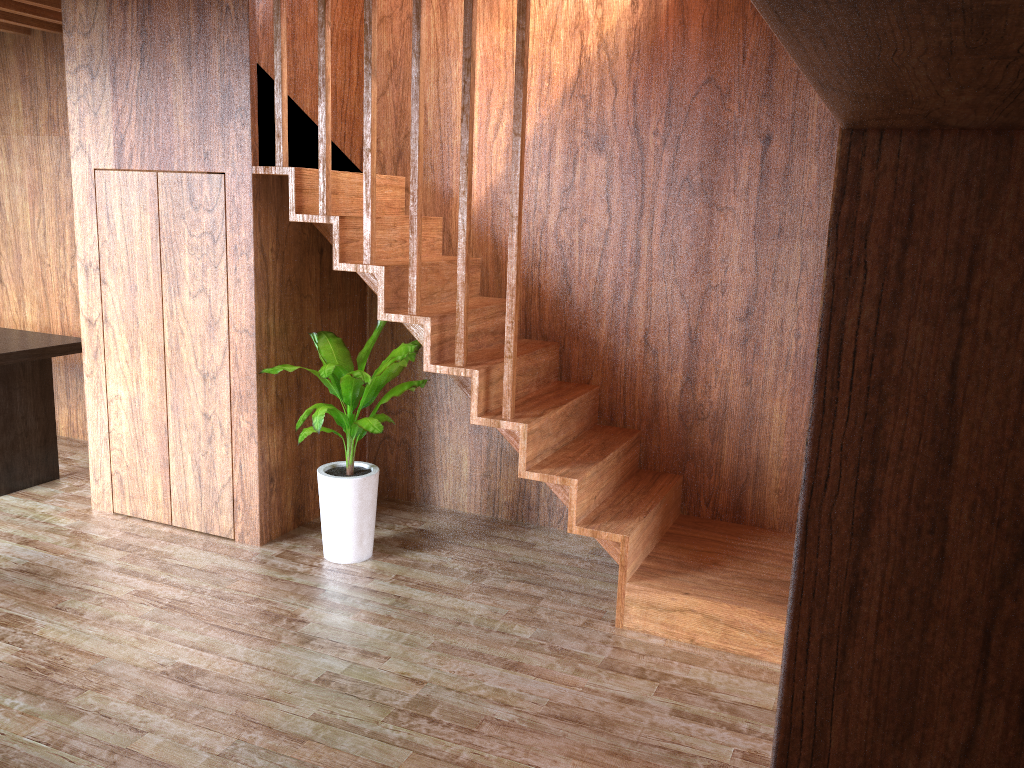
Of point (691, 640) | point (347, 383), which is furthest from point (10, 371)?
point (691, 640)

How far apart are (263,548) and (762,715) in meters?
2.2

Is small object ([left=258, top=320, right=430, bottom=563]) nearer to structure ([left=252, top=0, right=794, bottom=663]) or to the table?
structure ([left=252, top=0, right=794, bottom=663])

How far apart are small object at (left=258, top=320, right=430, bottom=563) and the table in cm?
149

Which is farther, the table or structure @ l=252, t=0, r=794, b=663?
the table

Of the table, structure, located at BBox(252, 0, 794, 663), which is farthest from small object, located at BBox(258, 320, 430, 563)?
the table

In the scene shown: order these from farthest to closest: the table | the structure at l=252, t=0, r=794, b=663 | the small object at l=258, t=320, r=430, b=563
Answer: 1. the table
2. the small object at l=258, t=320, r=430, b=563
3. the structure at l=252, t=0, r=794, b=663

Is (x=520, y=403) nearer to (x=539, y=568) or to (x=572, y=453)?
(x=572, y=453)

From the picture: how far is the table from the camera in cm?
429

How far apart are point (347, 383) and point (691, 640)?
1.6m
